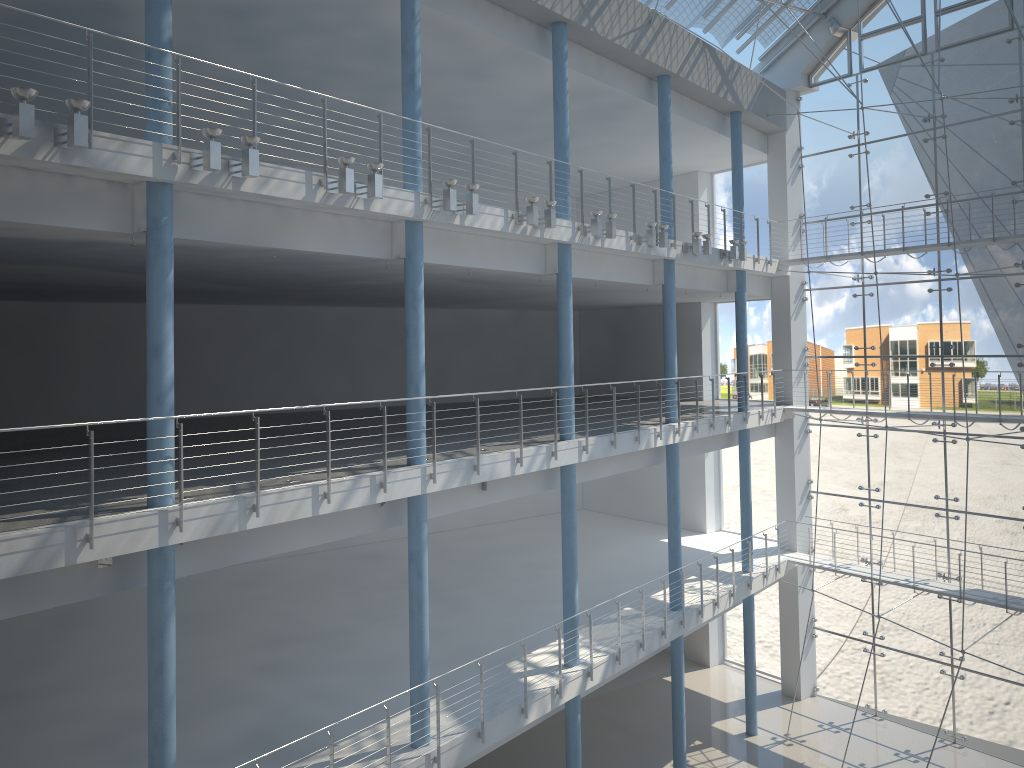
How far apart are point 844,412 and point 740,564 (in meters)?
0.62

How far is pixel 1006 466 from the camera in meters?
2.7

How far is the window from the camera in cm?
268

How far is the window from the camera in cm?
268
